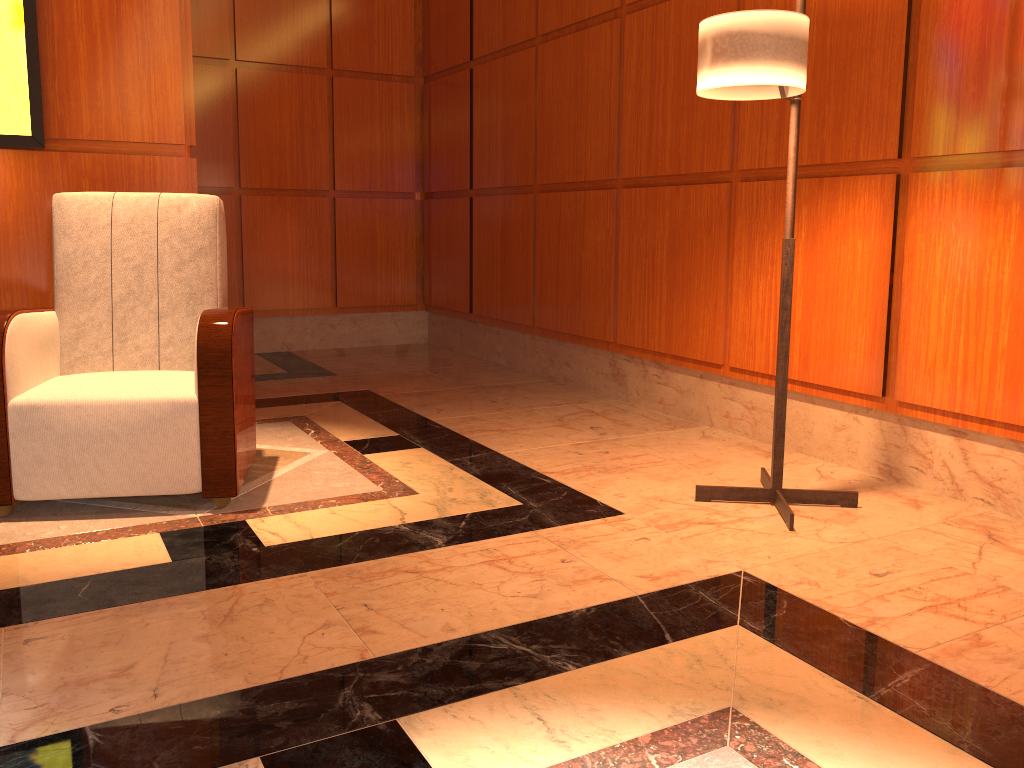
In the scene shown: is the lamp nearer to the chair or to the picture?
the chair

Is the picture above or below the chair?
above

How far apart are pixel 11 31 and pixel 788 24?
2.61m

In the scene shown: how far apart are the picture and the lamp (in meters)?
2.32

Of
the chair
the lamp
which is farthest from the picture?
the lamp

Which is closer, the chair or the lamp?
the lamp

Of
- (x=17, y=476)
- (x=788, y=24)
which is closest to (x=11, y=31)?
(x=17, y=476)

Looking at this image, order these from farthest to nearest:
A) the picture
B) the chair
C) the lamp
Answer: the picture → the chair → the lamp

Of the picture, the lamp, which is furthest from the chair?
the lamp

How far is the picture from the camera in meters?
3.1 m
